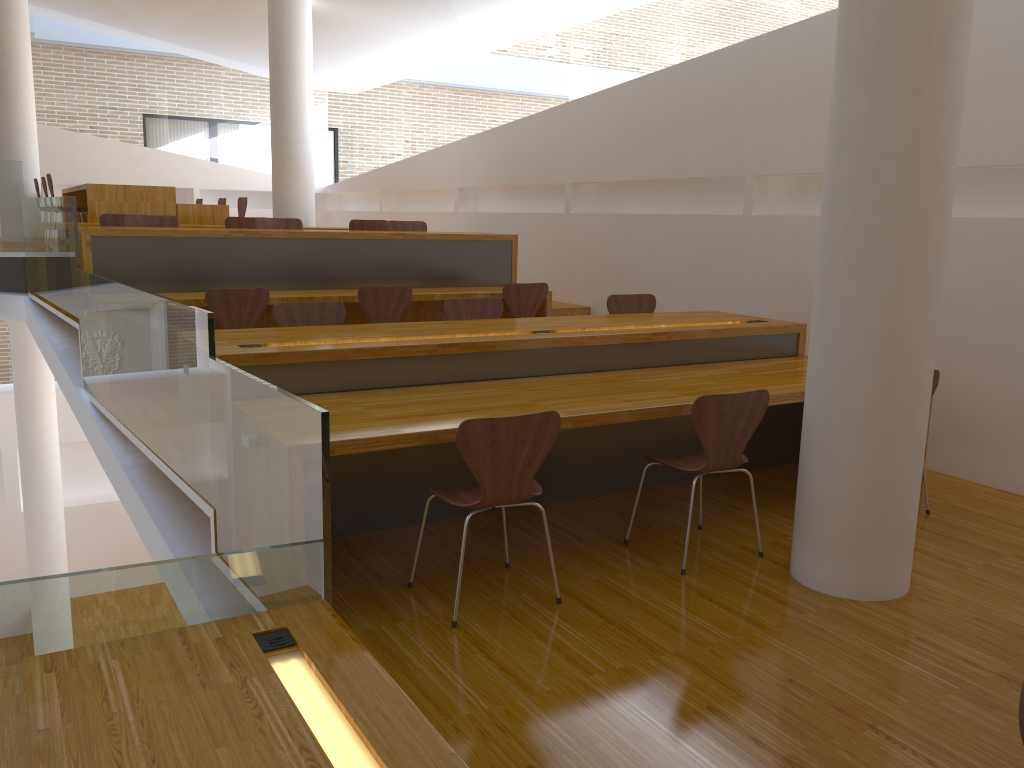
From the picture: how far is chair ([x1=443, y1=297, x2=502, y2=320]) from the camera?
5.1 meters

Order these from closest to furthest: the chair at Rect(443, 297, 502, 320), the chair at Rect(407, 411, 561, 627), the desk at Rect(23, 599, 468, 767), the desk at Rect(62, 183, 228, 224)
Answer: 1. the desk at Rect(23, 599, 468, 767)
2. the chair at Rect(407, 411, 561, 627)
3. the chair at Rect(443, 297, 502, 320)
4. the desk at Rect(62, 183, 228, 224)

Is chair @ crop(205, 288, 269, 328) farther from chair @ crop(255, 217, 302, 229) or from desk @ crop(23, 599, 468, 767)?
desk @ crop(23, 599, 468, 767)

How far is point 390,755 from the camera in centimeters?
181cm

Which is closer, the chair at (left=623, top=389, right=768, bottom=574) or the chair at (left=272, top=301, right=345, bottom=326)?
the chair at (left=623, top=389, right=768, bottom=574)

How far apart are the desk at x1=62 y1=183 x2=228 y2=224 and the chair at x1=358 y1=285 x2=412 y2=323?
3.46m

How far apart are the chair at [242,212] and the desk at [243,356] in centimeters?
576cm

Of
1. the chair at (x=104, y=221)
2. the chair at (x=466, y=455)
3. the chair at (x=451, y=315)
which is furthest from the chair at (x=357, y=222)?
the chair at (x=466, y=455)

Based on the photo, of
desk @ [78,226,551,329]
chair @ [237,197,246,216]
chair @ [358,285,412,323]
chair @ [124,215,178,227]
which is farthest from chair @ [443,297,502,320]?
chair @ [237,197,246,216]

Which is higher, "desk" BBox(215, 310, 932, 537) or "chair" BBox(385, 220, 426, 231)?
"chair" BBox(385, 220, 426, 231)
